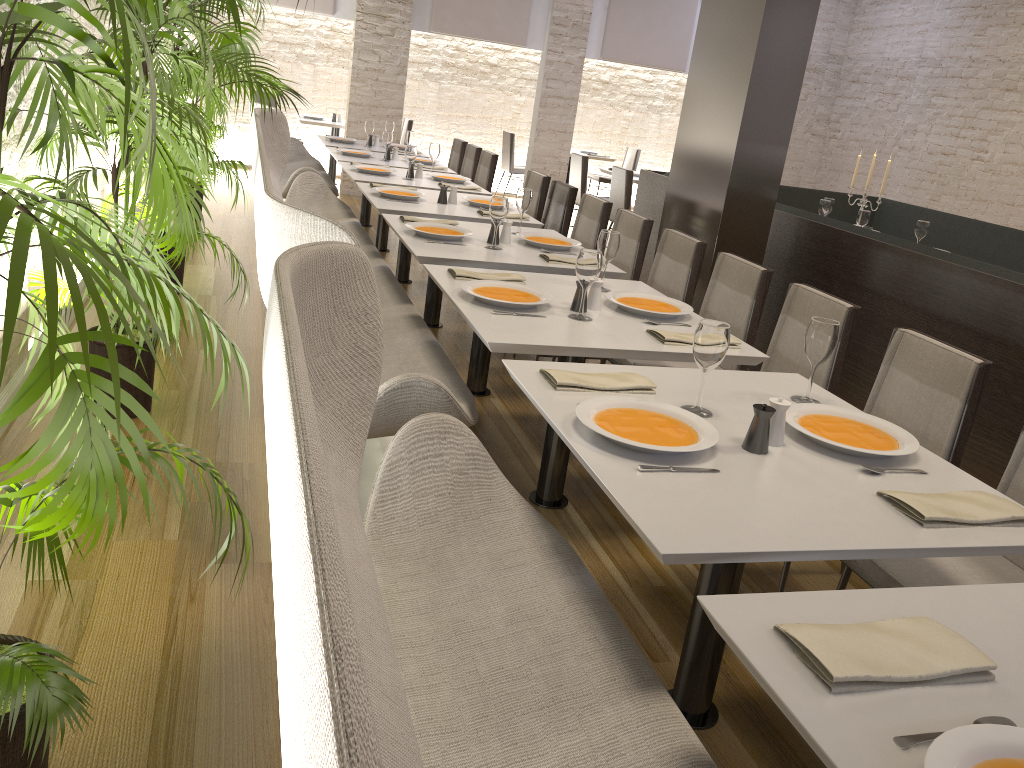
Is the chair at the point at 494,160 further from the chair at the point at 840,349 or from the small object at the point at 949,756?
the small object at the point at 949,756

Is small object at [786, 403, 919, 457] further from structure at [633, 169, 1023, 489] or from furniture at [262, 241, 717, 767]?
structure at [633, 169, 1023, 489]

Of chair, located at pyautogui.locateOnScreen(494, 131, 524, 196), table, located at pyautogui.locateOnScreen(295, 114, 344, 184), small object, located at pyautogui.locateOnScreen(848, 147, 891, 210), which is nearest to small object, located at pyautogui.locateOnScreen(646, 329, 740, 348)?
small object, located at pyautogui.locateOnScreen(848, 147, 891, 210)

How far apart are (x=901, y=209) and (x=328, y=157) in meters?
7.2

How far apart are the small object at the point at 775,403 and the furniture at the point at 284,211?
0.9 meters

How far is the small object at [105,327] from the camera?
0.8 meters

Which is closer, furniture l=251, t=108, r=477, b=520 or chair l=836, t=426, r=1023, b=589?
chair l=836, t=426, r=1023, b=589

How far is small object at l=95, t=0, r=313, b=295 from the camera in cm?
490

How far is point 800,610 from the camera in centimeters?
137cm

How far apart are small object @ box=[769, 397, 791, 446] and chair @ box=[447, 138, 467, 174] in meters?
6.9 m
